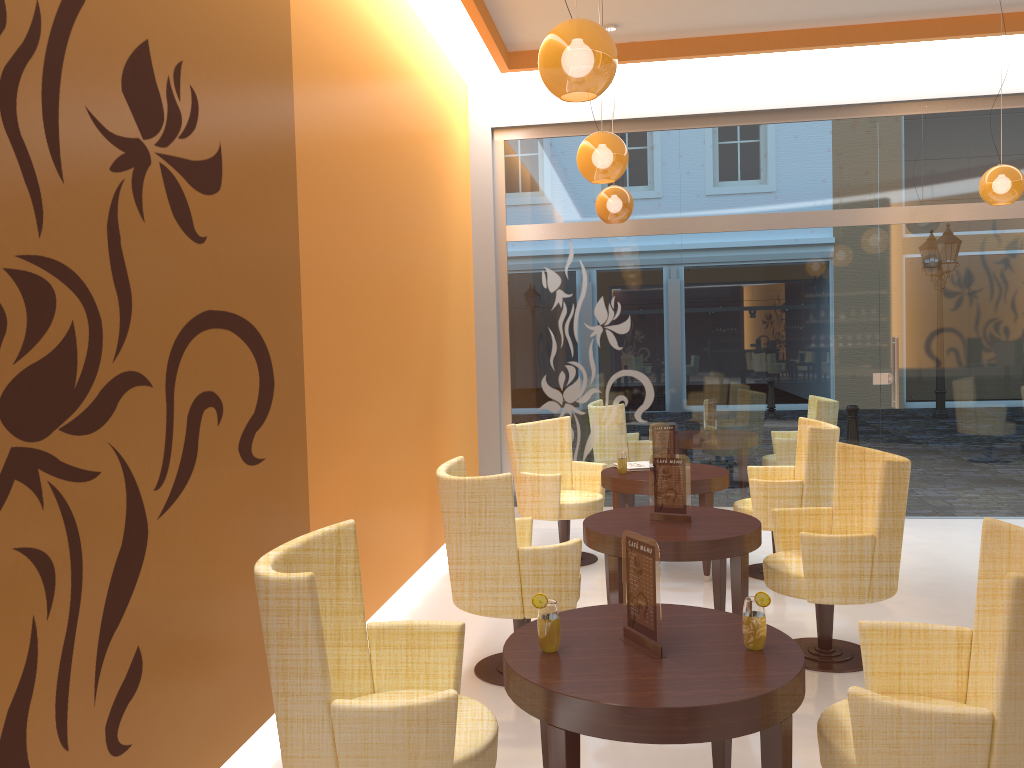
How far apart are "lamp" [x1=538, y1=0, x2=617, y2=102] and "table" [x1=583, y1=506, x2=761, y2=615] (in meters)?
1.94

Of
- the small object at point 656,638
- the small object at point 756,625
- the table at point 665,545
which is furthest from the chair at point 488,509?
the small object at point 756,625

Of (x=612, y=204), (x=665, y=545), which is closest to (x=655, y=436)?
(x=612, y=204)

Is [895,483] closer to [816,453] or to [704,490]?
[816,453]

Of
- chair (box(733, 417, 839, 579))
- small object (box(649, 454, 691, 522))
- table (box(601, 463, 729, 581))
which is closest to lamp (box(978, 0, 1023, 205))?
chair (box(733, 417, 839, 579))

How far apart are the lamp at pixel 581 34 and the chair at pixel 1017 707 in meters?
2.0 m

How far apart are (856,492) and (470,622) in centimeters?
222cm

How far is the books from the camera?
6.2 meters

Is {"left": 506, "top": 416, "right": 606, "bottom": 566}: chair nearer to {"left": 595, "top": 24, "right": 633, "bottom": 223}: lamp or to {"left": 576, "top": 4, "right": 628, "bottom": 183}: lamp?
{"left": 595, "top": 24, "right": 633, "bottom": 223}: lamp

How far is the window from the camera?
7.5 meters
